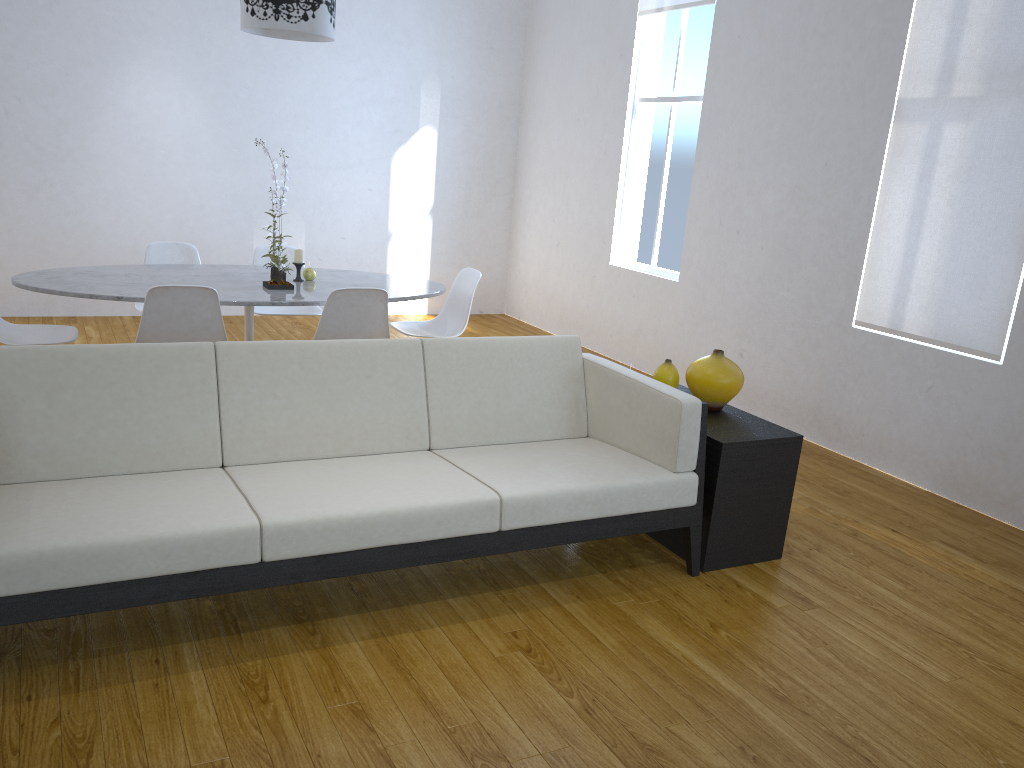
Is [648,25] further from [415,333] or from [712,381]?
[712,381]

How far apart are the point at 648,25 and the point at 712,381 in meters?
3.5

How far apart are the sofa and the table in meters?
1.0 m

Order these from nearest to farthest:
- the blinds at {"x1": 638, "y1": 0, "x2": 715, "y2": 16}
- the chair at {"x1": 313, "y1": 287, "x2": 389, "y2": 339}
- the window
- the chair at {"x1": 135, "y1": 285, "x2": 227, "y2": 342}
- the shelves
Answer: the shelves → the chair at {"x1": 135, "y1": 285, "x2": 227, "y2": 342} → the chair at {"x1": 313, "y1": 287, "x2": 389, "y2": 339} → the blinds at {"x1": 638, "y1": 0, "x2": 715, "y2": 16} → the window

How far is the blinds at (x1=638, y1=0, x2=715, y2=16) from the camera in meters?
5.3

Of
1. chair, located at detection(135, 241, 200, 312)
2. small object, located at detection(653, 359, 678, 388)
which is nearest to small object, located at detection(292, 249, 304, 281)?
chair, located at detection(135, 241, 200, 312)

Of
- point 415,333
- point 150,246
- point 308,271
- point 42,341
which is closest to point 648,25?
point 415,333

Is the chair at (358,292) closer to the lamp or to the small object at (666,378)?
the lamp

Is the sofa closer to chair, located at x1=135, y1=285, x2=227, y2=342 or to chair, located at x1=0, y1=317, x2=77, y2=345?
chair, located at x1=135, y1=285, x2=227, y2=342

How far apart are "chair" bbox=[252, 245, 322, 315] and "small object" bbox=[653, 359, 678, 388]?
2.27m
